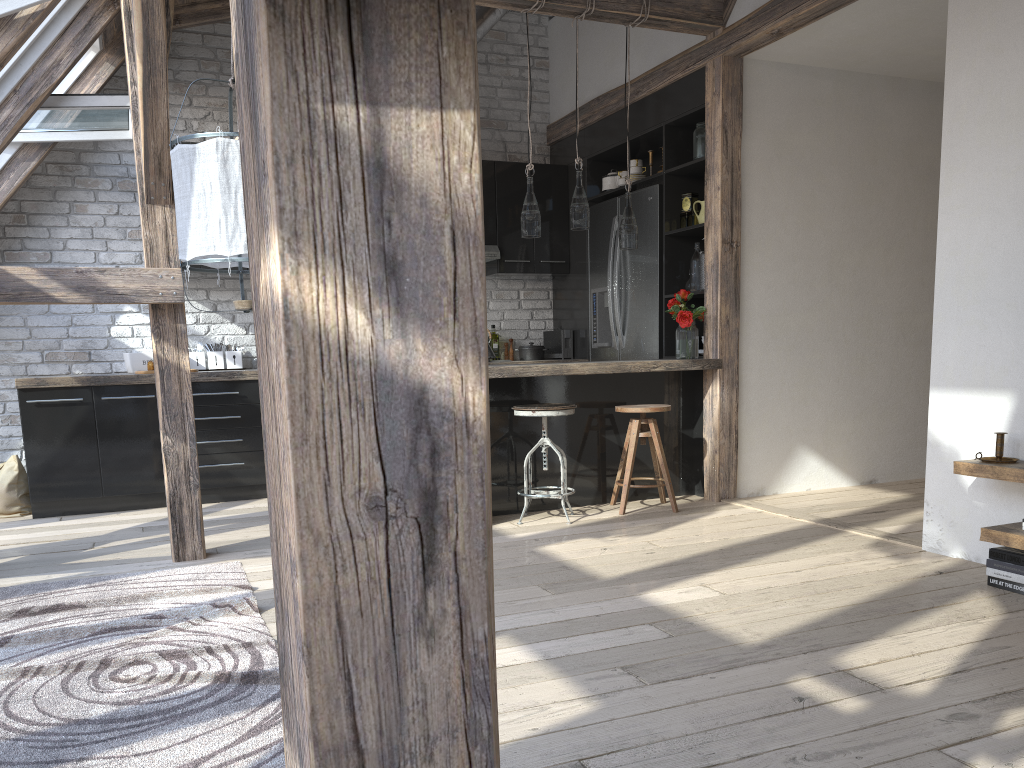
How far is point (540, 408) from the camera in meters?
4.6 m

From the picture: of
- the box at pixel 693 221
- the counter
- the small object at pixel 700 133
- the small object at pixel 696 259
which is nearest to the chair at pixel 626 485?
the counter

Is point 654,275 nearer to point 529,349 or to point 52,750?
point 529,349

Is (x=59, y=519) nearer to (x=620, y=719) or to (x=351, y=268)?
(x=620, y=719)

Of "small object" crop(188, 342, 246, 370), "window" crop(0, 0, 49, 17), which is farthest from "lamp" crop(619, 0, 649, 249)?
"window" crop(0, 0, 49, 17)

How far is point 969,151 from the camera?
3.6 meters

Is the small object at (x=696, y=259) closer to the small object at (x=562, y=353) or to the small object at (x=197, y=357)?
the small object at (x=562, y=353)

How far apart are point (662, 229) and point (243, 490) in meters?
3.2 m

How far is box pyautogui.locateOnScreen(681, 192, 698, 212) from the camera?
5.6m

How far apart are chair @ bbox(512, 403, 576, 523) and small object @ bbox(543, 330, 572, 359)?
2.1 meters
